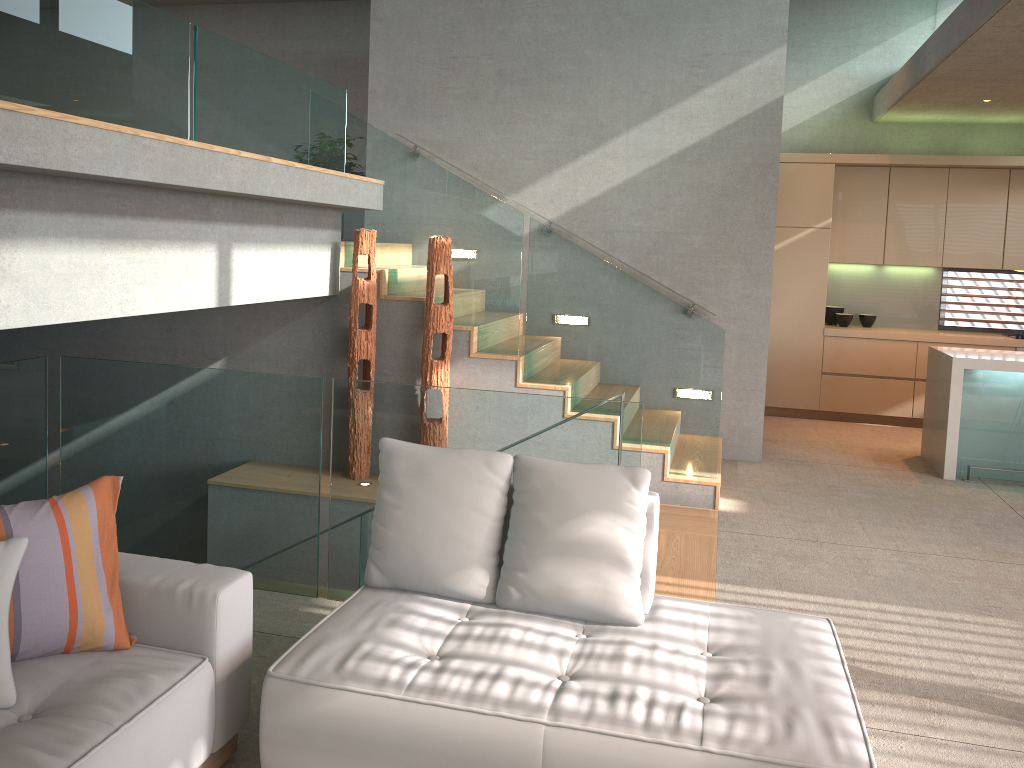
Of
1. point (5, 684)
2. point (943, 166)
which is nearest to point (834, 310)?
point (943, 166)

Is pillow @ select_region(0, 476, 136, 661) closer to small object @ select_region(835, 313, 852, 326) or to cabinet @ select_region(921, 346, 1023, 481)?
cabinet @ select_region(921, 346, 1023, 481)

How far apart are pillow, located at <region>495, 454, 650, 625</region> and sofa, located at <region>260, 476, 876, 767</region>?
0.0m

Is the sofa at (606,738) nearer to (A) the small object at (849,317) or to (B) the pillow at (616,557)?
(B) the pillow at (616,557)

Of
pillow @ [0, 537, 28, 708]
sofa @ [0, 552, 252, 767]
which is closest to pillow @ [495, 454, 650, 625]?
sofa @ [0, 552, 252, 767]

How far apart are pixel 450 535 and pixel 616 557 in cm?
56

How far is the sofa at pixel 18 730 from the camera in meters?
2.1 m

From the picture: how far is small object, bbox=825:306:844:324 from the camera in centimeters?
884cm

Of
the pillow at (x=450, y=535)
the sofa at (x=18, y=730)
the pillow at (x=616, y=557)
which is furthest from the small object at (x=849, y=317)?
the sofa at (x=18, y=730)

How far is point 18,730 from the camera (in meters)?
2.12
